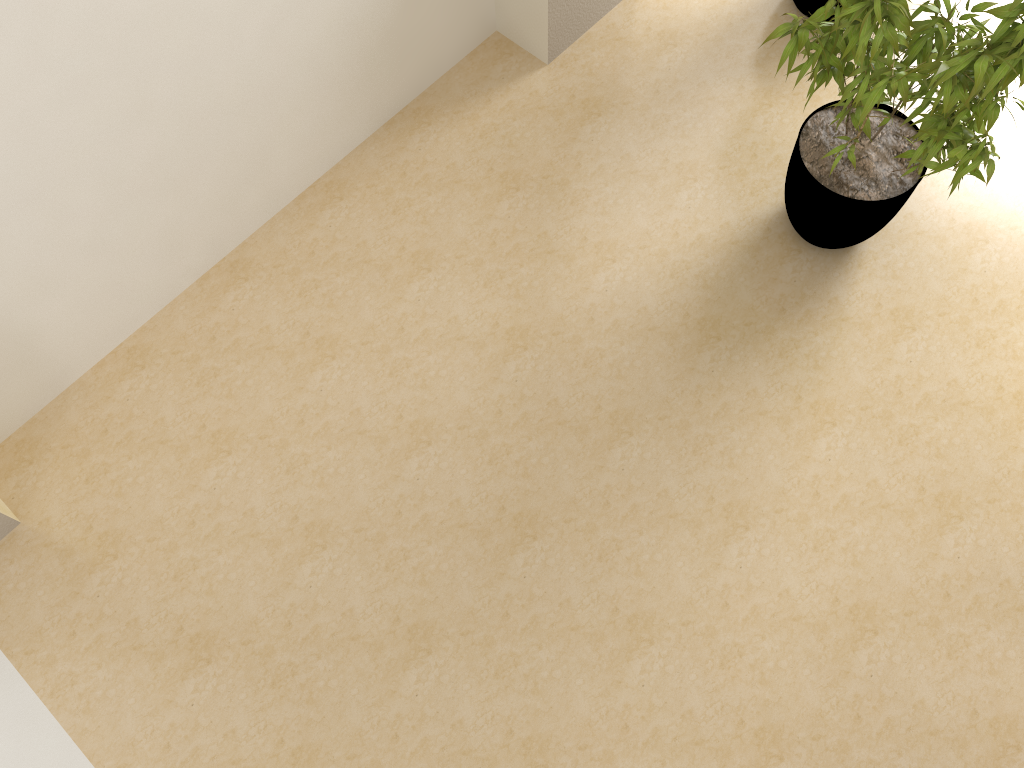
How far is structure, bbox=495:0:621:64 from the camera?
3.6 meters

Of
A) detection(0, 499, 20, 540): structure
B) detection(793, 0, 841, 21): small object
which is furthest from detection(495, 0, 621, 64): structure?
detection(0, 499, 20, 540): structure

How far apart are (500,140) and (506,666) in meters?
2.1

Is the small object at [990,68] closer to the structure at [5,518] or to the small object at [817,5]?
the small object at [817,5]

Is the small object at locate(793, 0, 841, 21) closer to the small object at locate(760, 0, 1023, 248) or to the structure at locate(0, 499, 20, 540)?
the small object at locate(760, 0, 1023, 248)

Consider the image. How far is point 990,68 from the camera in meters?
2.4

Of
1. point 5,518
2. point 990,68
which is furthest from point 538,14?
point 5,518

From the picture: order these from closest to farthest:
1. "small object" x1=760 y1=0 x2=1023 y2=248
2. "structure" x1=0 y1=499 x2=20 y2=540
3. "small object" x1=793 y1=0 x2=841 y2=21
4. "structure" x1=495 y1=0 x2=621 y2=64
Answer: "small object" x1=760 y1=0 x2=1023 y2=248 < "structure" x1=0 y1=499 x2=20 y2=540 < "structure" x1=495 y1=0 x2=621 y2=64 < "small object" x1=793 y1=0 x2=841 y2=21

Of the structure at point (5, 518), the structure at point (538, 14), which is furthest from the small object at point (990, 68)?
the structure at point (5, 518)

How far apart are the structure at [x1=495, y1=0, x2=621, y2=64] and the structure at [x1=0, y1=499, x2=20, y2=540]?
2.7m
